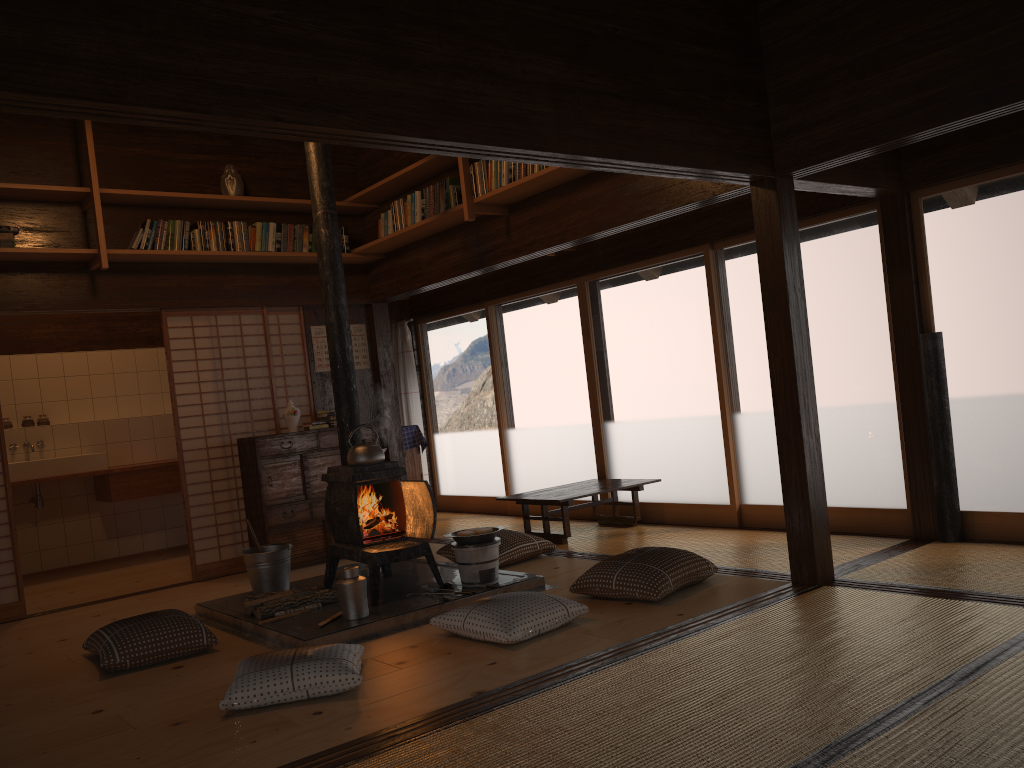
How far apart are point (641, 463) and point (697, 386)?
0.9m

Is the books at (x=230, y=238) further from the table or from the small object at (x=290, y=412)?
the table

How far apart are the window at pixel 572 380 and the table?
0.3 meters

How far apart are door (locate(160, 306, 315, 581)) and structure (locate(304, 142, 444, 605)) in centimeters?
168cm

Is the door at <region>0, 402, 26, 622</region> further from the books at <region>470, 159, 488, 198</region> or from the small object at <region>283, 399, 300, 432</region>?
the books at <region>470, 159, 488, 198</region>

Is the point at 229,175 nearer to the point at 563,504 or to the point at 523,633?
the point at 563,504

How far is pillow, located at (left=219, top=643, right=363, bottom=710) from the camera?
3.3 meters

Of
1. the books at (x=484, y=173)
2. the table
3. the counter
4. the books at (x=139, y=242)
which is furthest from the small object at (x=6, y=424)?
the books at (x=484, y=173)

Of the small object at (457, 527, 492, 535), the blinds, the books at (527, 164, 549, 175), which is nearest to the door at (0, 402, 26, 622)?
the small object at (457, 527, 492, 535)

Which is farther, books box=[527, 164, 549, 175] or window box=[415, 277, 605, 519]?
window box=[415, 277, 605, 519]
